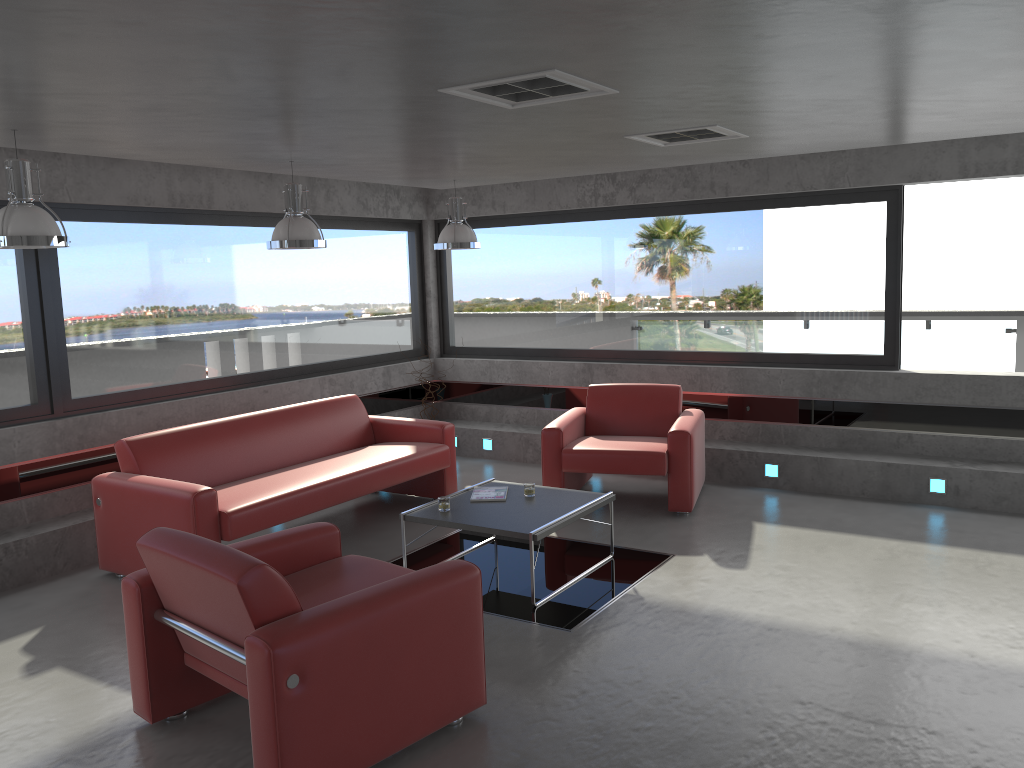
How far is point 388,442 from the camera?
7.47m

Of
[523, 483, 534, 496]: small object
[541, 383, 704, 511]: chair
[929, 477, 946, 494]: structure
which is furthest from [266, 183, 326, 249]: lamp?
[929, 477, 946, 494]: structure

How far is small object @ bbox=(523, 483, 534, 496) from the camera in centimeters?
576cm

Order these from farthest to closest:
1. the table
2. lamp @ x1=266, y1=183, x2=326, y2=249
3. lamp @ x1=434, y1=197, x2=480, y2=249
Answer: lamp @ x1=434, y1=197, x2=480, y2=249
lamp @ x1=266, y1=183, x2=326, y2=249
the table

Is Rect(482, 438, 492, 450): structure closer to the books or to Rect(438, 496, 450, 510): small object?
the books

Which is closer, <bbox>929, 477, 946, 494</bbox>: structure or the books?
the books

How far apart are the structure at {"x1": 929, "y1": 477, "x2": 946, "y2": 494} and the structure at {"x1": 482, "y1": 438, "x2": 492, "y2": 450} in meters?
4.1 m

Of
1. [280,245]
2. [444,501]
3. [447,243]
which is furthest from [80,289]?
[444,501]

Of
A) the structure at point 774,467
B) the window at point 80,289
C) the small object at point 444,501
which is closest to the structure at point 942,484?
the structure at point 774,467

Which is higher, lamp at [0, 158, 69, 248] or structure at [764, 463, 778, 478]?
lamp at [0, 158, 69, 248]
